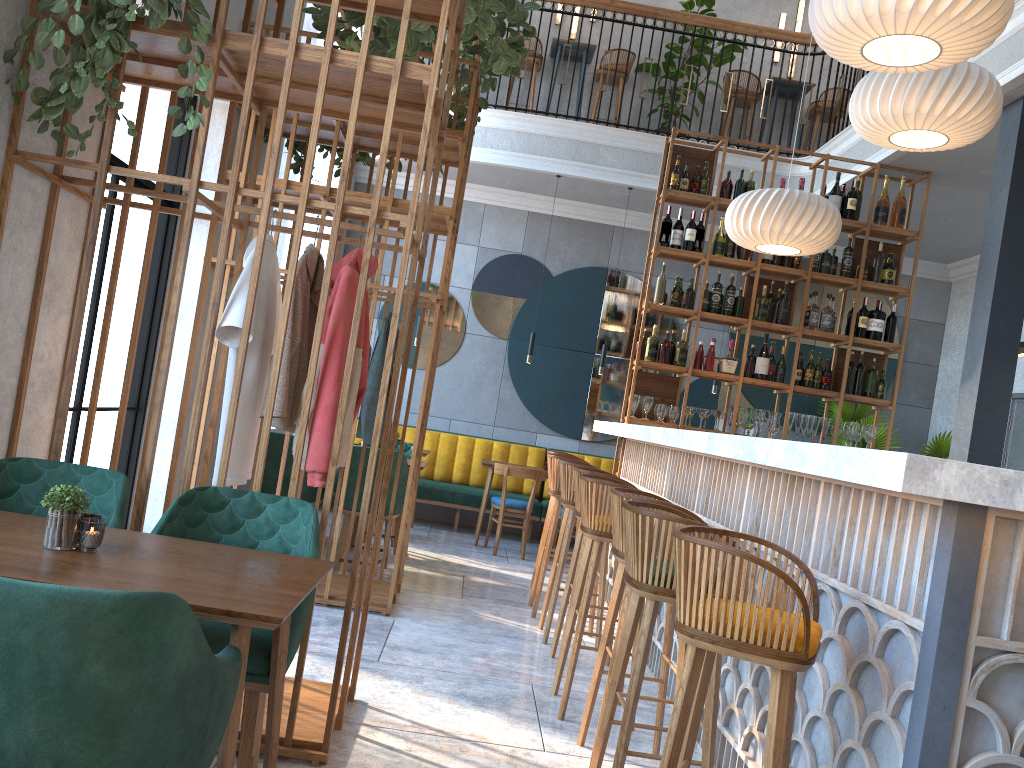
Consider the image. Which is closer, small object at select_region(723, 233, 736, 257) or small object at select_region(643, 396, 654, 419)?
small object at select_region(643, 396, 654, 419)

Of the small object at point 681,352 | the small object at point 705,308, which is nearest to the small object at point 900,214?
the small object at point 705,308

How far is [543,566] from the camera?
5.49m

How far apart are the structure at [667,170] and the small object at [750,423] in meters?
0.2

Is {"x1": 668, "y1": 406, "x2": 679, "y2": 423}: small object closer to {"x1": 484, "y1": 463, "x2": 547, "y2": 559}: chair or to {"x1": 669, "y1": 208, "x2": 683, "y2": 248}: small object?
{"x1": 669, "y1": 208, "x2": 683, "y2": 248}: small object

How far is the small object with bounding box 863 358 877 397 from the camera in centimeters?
667cm

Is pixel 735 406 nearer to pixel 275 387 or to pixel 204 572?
pixel 275 387

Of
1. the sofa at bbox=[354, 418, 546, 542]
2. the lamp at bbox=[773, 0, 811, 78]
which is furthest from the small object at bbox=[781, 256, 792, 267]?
the lamp at bbox=[773, 0, 811, 78]

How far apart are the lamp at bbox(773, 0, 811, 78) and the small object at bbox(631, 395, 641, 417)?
5.21m

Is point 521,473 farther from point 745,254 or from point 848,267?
point 848,267
